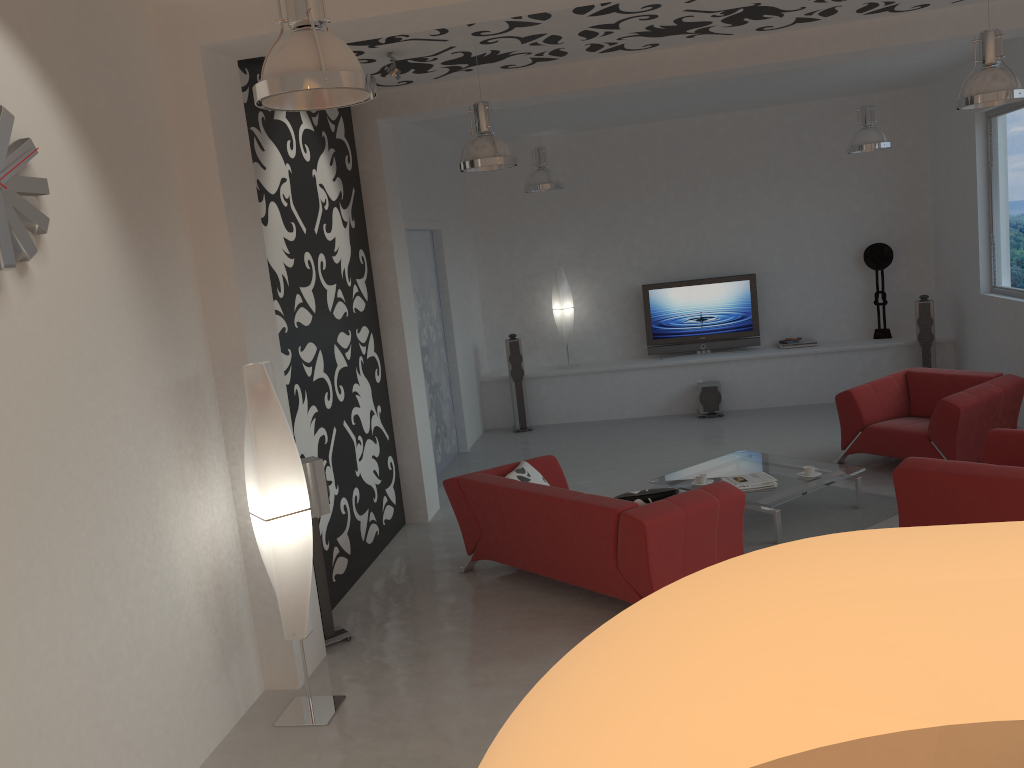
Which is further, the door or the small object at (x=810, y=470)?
the door

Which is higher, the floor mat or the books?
the books

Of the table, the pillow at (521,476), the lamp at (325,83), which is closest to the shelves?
the table

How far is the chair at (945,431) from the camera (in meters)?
6.82

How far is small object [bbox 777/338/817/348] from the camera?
10.5m

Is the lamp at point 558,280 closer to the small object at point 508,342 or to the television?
the small object at point 508,342

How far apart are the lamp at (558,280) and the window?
4.6m

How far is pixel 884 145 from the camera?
7.9m

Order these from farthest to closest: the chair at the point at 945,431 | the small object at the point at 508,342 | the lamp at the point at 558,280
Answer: the lamp at the point at 558,280 < the small object at the point at 508,342 < the chair at the point at 945,431

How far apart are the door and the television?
2.6m
